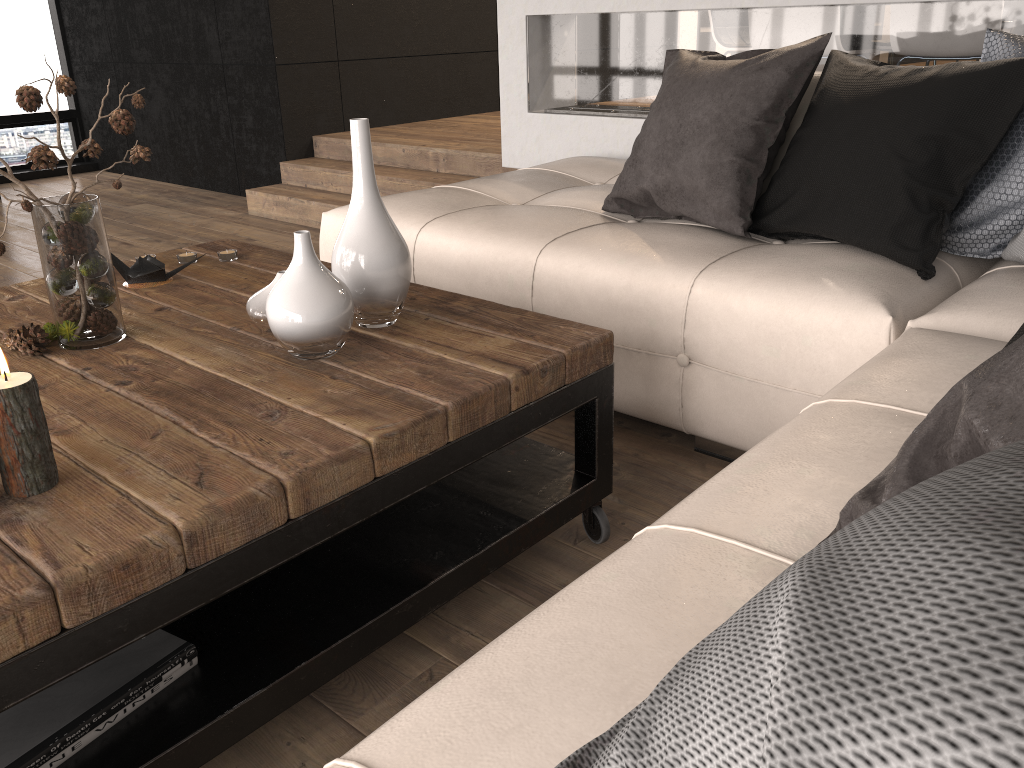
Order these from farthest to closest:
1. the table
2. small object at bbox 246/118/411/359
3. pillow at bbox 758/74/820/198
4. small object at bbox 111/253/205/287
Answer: pillow at bbox 758/74/820/198
small object at bbox 111/253/205/287
small object at bbox 246/118/411/359
the table

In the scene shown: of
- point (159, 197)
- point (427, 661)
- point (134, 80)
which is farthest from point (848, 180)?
point (134, 80)

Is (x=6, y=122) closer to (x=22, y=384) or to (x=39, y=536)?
(x=22, y=384)

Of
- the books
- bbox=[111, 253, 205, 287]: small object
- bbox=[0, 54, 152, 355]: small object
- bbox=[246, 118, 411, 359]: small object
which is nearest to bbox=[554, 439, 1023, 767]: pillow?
the books

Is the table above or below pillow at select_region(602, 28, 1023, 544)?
below

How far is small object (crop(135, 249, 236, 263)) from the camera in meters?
2.2

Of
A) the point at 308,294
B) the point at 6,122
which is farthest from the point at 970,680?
the point at 6,122

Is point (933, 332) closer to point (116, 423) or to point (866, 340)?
point (866, 340)

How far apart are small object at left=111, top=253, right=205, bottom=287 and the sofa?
0.7 meters

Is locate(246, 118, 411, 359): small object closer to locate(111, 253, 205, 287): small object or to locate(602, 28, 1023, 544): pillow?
locate(111, 253, 205, 287): small object
